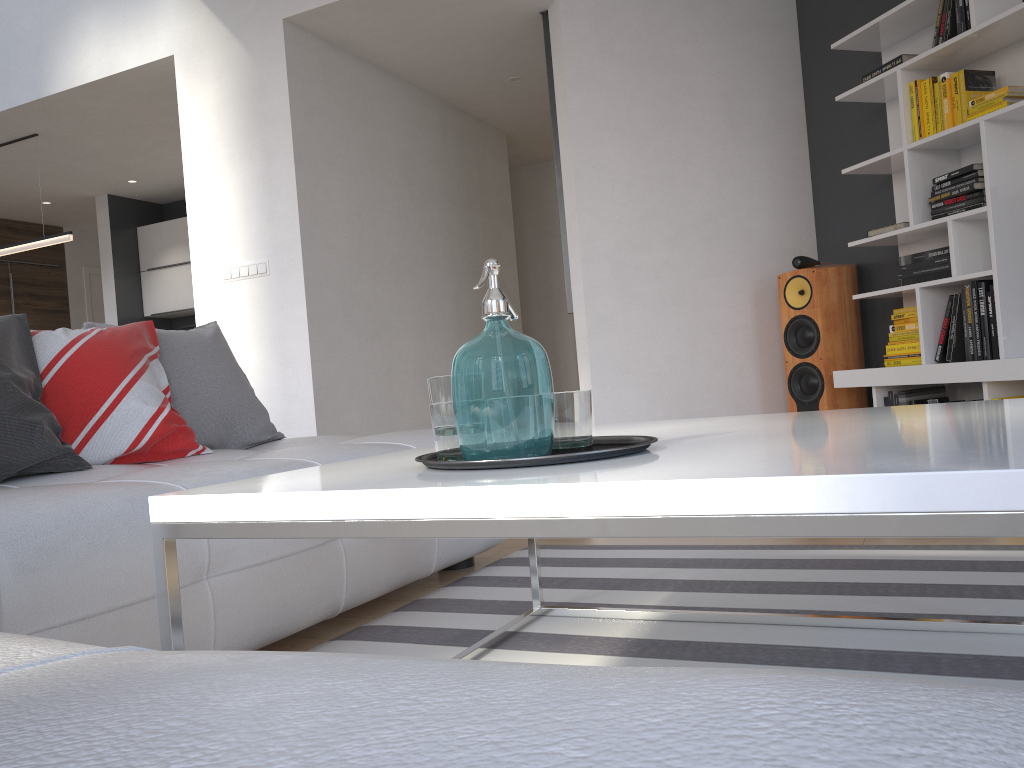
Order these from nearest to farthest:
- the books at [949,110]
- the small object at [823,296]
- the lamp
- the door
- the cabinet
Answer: the books at [949,110]
the small object at [823,296]
the lamp
the cabinet
the door

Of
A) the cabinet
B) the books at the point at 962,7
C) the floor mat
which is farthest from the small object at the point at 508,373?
the cabinet

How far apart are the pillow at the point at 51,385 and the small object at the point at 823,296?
3.0m

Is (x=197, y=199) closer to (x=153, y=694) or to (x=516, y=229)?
(x=516, y=229)

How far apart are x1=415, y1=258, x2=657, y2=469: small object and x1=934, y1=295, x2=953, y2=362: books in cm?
299

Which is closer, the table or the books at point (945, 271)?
the table

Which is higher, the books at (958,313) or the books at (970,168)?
the books at (970,168)

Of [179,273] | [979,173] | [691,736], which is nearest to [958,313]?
[979,173]

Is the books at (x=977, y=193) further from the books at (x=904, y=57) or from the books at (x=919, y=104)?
the books at (x=904, y=57)

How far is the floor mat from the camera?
1.60m
